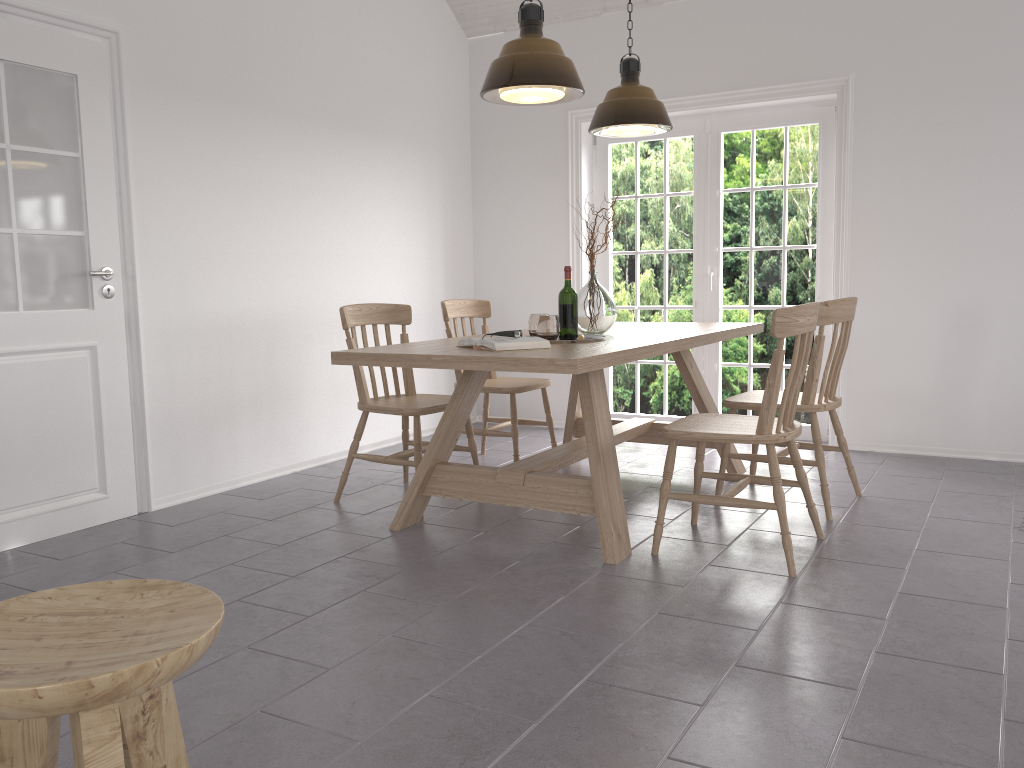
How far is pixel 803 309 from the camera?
2.9 meters

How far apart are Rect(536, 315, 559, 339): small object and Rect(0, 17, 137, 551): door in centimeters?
180cm

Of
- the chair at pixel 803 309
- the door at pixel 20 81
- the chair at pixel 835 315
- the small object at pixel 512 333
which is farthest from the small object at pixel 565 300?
the door at pixel 20 81

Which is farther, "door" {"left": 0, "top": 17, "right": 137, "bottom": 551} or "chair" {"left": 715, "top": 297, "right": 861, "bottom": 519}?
"chair" {"left": 715, "top": 297, "right": 861, "bottom": 519}

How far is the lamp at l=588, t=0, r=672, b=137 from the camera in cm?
414

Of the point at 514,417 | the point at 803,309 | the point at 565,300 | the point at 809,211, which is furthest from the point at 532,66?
the point at 809,211

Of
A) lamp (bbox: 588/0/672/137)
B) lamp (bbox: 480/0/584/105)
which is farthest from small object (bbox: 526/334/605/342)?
lamp (bbox: 588/0/672/137)

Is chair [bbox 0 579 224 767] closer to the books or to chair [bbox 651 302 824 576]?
the books

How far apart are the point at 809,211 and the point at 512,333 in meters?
2.8

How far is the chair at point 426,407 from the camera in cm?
382
